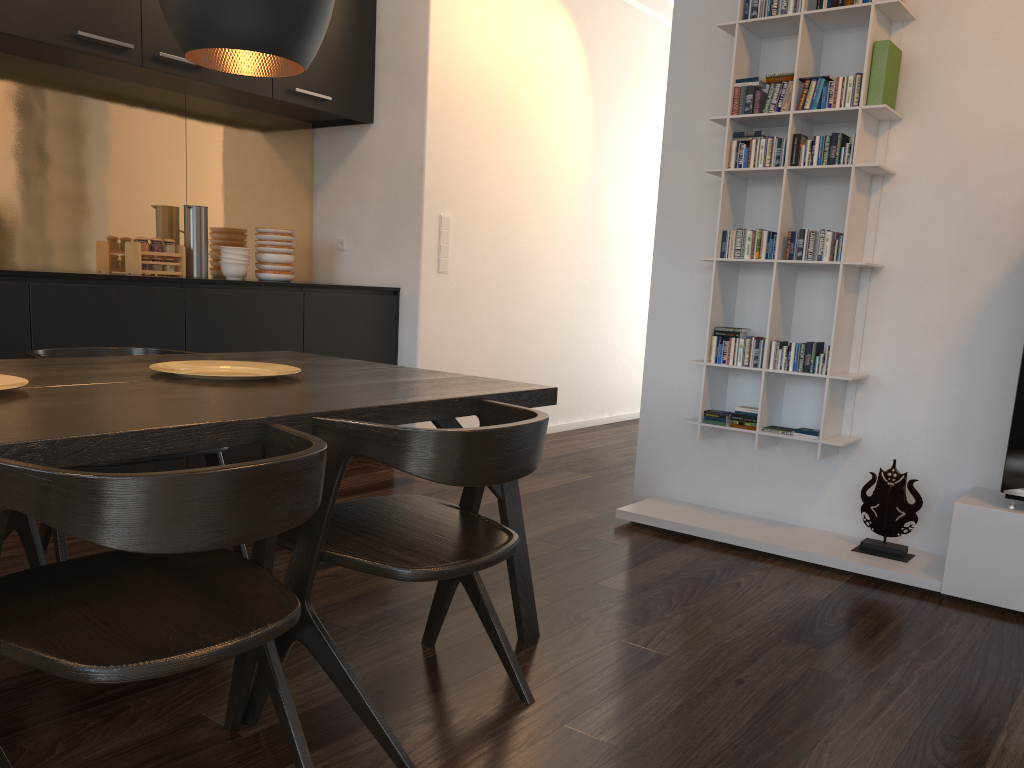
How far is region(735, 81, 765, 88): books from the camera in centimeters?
329cm

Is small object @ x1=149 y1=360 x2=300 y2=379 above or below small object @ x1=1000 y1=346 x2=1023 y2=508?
above

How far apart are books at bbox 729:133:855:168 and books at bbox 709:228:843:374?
0.25m

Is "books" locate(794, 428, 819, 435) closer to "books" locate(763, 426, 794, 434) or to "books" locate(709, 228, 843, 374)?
"books" locate(763, 426, 794, 434)

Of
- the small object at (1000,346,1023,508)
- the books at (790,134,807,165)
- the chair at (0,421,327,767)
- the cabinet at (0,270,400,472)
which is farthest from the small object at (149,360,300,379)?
the small object at (1000,346,1023,508)

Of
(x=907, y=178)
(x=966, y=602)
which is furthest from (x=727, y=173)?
(x=966, y=602)

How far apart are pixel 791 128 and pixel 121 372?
2.41m

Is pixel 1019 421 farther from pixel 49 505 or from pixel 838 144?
pixel 49 505

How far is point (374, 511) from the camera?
2.0 meters

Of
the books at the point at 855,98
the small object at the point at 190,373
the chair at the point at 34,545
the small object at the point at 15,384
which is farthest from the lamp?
the books at the point at 855,98
